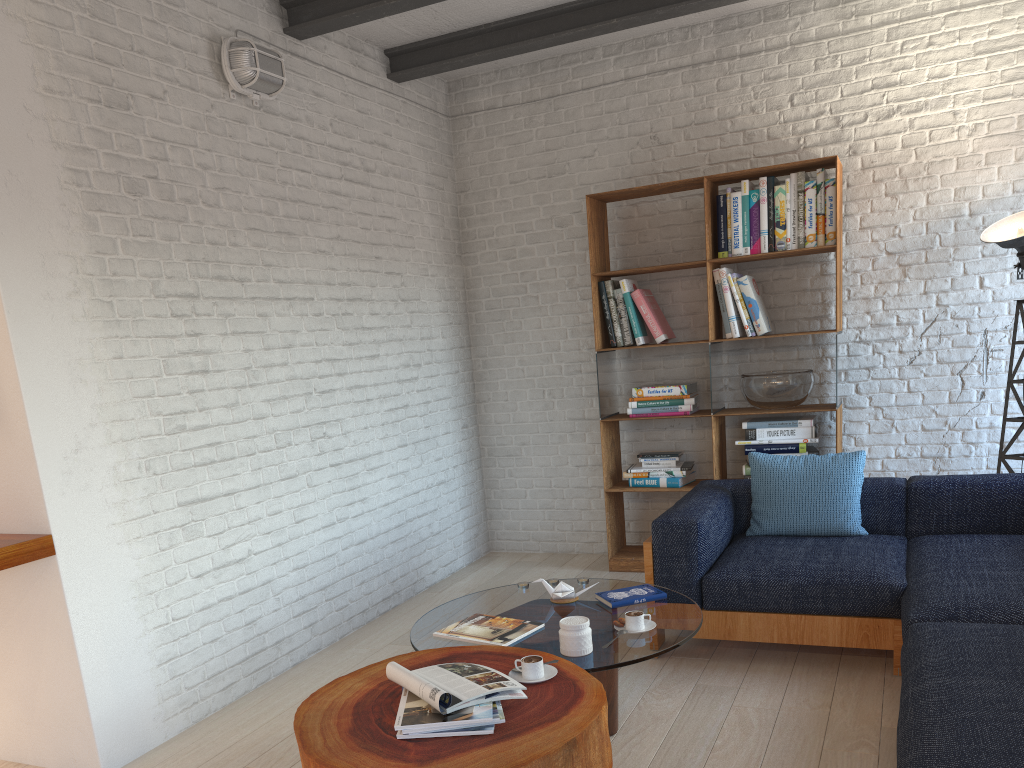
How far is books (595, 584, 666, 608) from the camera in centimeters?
322cm

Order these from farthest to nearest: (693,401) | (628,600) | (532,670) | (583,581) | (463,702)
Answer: (693,401) < (583,581) < (628,600) < (532,670) < (463,702)

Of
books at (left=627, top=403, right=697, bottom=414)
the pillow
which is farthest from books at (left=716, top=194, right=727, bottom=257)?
the pillow

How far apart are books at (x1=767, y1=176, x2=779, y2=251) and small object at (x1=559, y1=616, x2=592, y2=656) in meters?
2.8 m

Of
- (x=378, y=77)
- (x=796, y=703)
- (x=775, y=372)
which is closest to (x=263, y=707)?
(x=796, y=703)

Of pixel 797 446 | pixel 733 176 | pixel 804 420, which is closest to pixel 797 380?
pixel 804 420

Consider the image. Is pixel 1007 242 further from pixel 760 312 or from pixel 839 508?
pixel 839 508

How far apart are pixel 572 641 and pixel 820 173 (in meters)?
3.09

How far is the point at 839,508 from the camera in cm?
397

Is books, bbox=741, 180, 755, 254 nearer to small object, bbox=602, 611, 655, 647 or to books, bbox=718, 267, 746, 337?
books, bbox=718, 267, 746, 337
